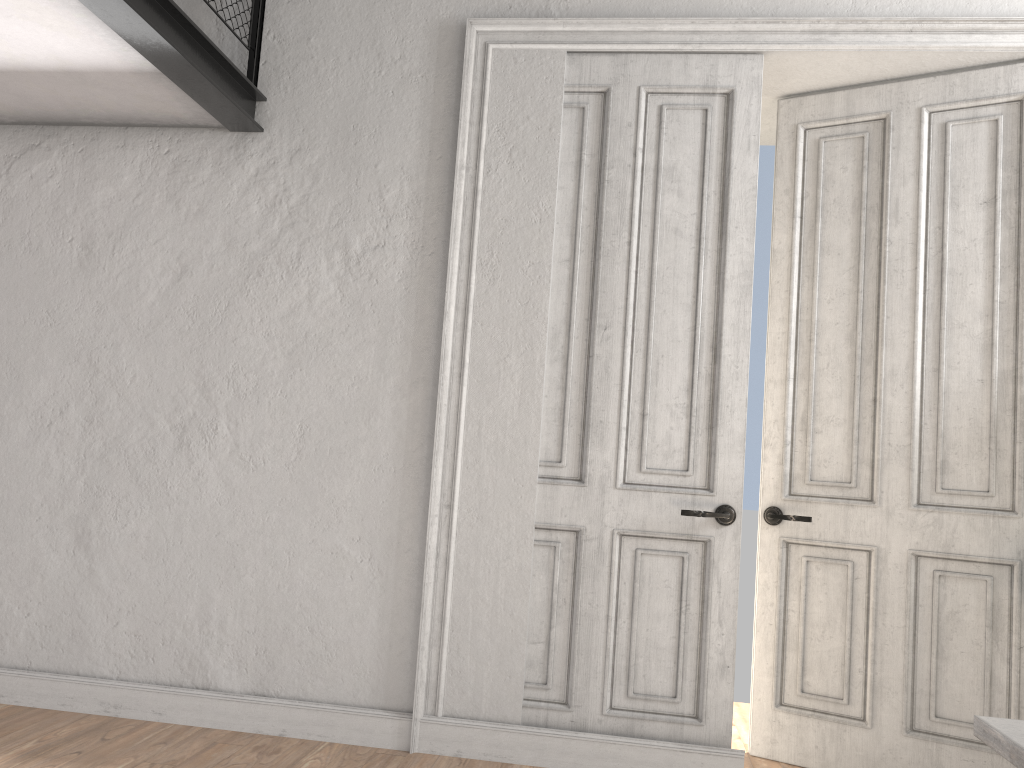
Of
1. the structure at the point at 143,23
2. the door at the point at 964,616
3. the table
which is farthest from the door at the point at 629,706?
the table

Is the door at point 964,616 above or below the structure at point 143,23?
below

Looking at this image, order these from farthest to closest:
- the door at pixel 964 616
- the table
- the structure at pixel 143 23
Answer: the door at pixel 964 616 < the structure at pixel 143 23 < the table

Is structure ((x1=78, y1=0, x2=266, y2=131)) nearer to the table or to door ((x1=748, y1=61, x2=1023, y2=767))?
door ((x1=748, y1=61, x2=1023, y2=767))

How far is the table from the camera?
1.2 meters

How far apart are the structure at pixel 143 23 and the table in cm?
290

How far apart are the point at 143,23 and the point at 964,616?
3.57m

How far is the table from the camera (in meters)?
1.19

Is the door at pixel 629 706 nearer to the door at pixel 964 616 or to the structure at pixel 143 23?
the door at pixel 964 616

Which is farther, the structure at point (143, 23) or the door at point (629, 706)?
the door at point (629, 706)
